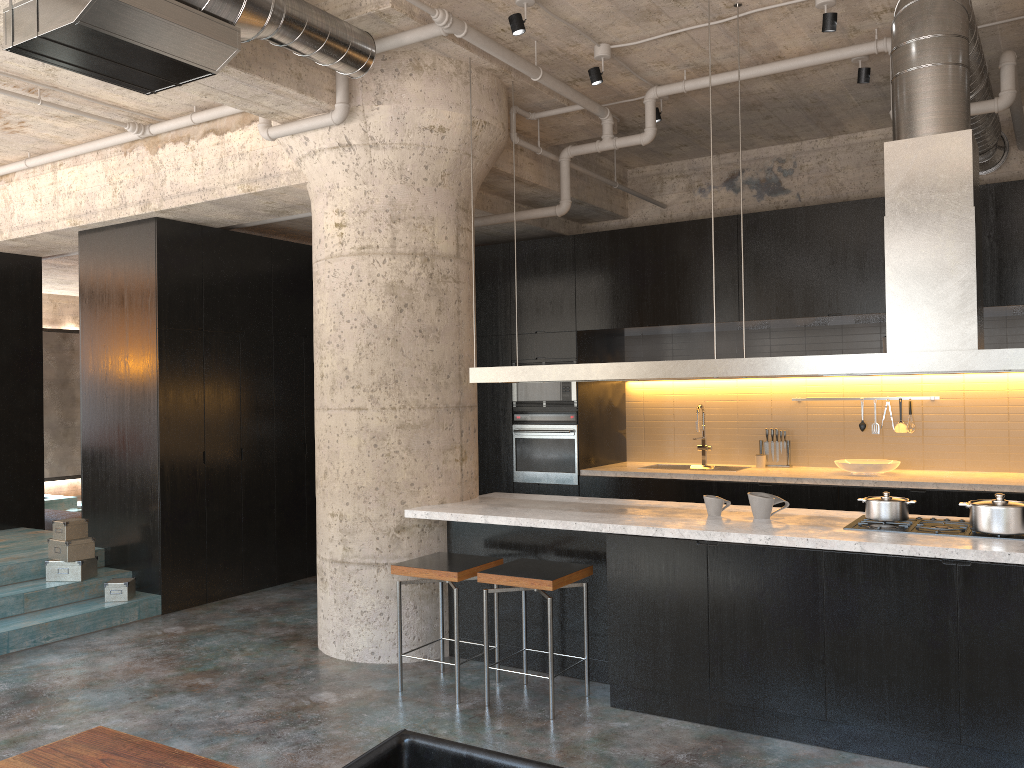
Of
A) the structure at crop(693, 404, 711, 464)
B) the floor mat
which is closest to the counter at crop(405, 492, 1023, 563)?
the structure at crop(693, 404, 711, 464)

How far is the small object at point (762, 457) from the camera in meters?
7.7 m

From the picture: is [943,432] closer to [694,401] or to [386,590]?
[694,401]

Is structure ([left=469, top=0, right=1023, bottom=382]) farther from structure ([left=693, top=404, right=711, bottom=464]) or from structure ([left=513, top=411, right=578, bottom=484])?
structure ([left=693, top=404, right=711, bottom=464])

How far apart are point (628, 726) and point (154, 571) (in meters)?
4.09

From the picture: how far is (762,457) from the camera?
7.7 meters

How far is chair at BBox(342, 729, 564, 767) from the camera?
2.21m

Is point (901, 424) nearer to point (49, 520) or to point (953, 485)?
point (953, 485)

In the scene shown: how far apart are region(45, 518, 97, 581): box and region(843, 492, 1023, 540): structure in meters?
5.3 m

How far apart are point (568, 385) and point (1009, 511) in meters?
4.3
